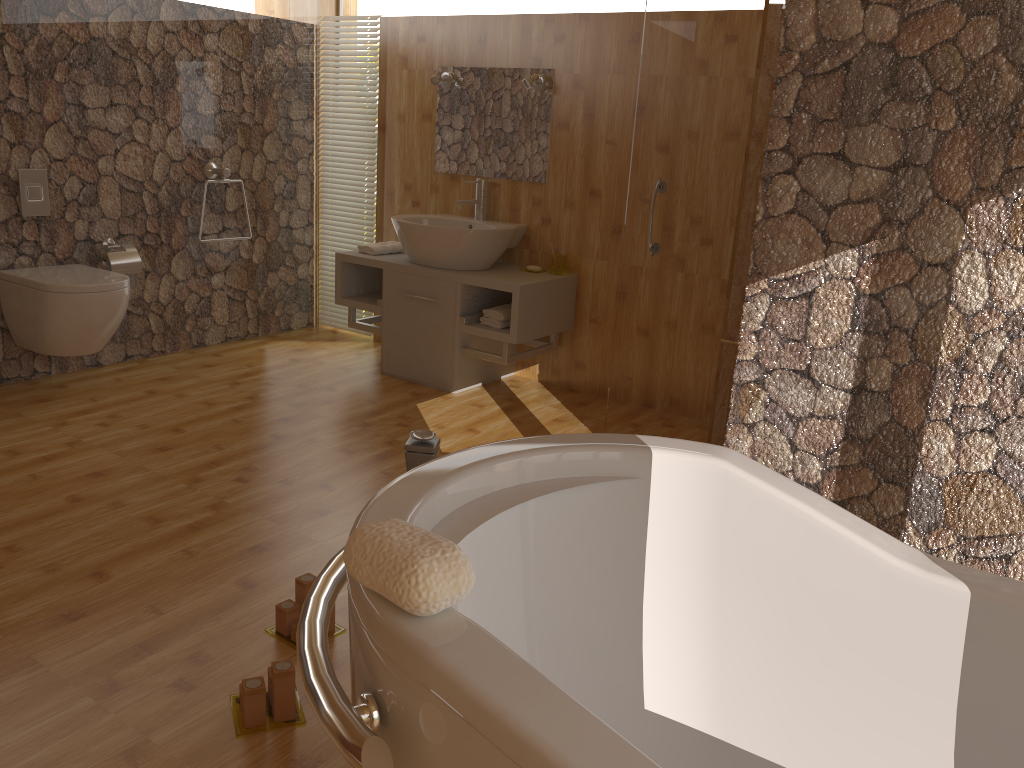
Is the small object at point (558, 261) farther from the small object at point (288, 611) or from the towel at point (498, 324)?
the small object at point (288, 611)

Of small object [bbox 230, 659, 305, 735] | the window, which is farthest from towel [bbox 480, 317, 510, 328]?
small object [bbox 230, 659, 305, 735]

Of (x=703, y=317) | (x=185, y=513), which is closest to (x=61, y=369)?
(x=185, y=513)

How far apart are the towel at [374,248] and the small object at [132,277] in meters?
1.1 m

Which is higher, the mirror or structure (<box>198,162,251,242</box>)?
the mirror

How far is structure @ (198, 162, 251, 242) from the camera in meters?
4.5 m

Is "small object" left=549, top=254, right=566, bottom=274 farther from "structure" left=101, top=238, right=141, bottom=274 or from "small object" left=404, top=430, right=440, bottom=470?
"small object" left=404, top=430, right=440, bottom=470

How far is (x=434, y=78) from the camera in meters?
4.4

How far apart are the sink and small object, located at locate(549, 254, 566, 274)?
0.2 meters

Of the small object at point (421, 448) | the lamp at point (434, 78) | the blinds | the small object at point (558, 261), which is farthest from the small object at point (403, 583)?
the blinds
